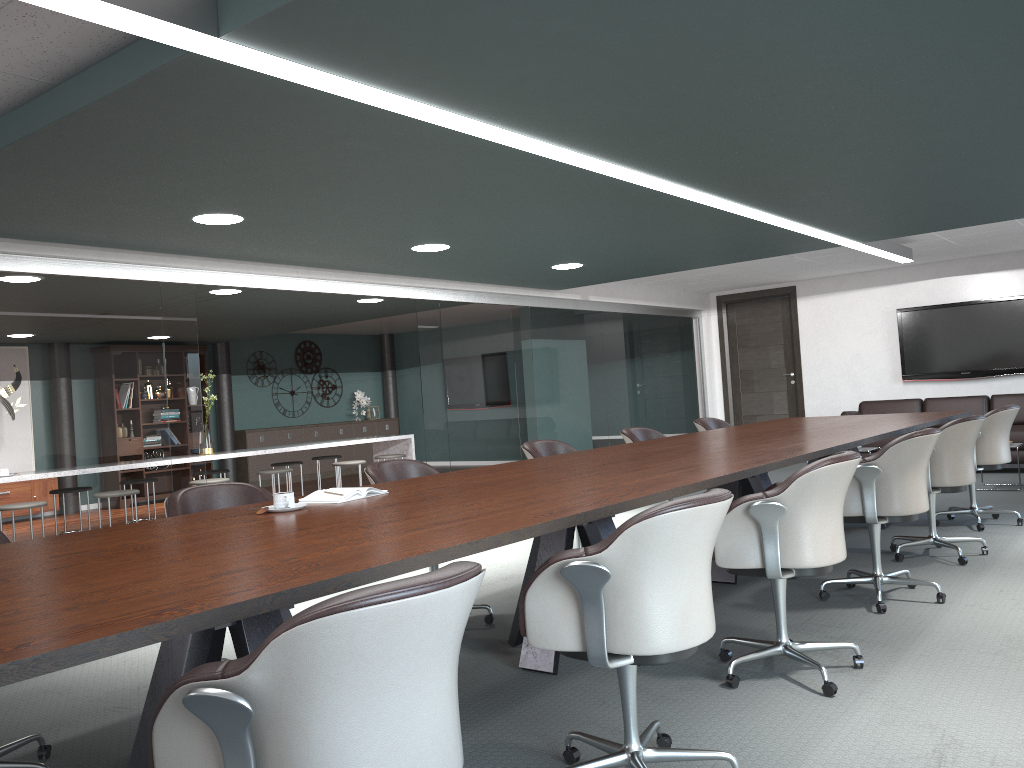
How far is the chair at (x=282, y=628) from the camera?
1.3 meters

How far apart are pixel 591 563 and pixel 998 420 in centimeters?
447cm

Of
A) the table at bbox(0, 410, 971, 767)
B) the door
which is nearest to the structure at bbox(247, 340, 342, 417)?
the door

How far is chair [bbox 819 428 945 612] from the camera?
3.78m

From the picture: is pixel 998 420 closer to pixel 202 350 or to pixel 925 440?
pixel 925 440

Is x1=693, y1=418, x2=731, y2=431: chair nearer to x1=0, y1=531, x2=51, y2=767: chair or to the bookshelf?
x1=0, y1=531, x2=51, y2=767: chair

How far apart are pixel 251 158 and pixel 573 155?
1.3m

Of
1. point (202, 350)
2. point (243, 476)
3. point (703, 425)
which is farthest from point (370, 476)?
point (243, 476)

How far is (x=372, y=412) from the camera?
14.3 meters

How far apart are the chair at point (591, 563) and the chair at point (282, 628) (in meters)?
0.64
